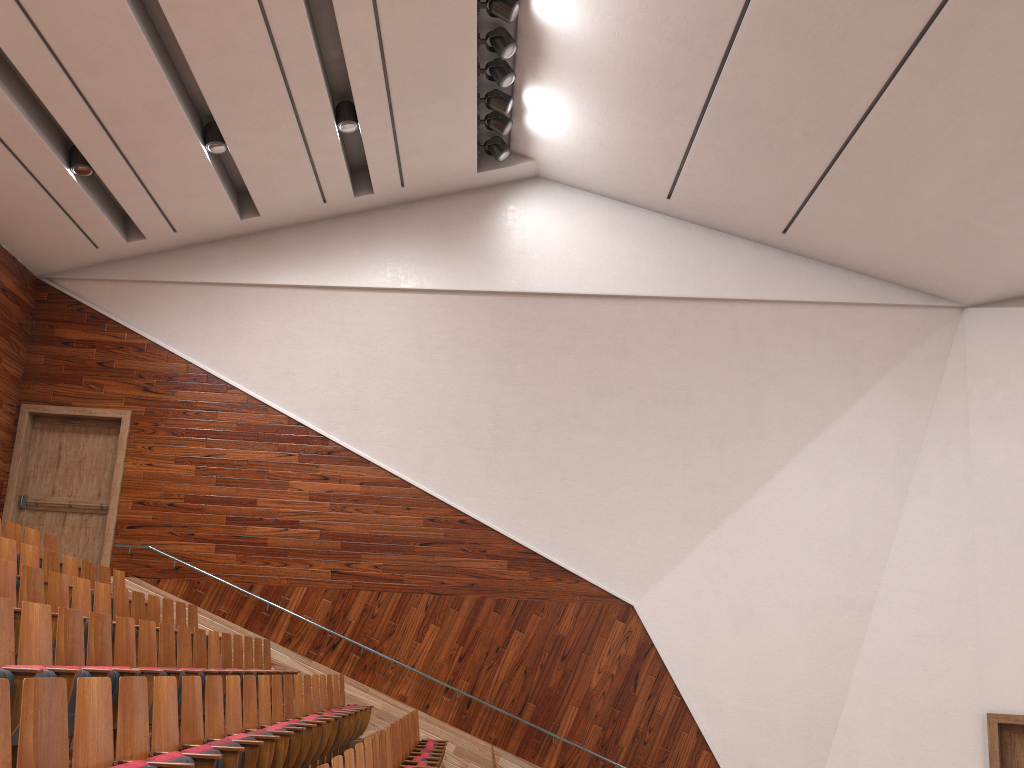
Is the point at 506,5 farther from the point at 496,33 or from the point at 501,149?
the point at 501,149

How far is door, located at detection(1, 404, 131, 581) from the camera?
1.1m

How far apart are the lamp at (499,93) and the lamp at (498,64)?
0.0 meters

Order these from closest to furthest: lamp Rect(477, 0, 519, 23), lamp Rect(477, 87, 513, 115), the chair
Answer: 1. the chair
2. lamp Rect(477, 0, 519, 23)
3. lamp Rect(477, 87, 513, 115)

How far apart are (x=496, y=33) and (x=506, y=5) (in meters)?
0.05

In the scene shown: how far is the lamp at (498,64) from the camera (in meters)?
1.00

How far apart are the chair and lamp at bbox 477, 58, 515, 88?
0.7m

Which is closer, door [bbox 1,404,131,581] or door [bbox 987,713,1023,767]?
door [bbox 987,713,1023,767]

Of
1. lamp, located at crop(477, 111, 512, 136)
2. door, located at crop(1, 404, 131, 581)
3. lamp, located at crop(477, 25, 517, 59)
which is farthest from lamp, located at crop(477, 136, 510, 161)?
door, located at crop(1, 404, 131, 581)

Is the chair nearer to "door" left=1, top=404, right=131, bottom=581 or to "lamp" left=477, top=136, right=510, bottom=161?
"door" left=1, top=404, right=131, bottom=581
